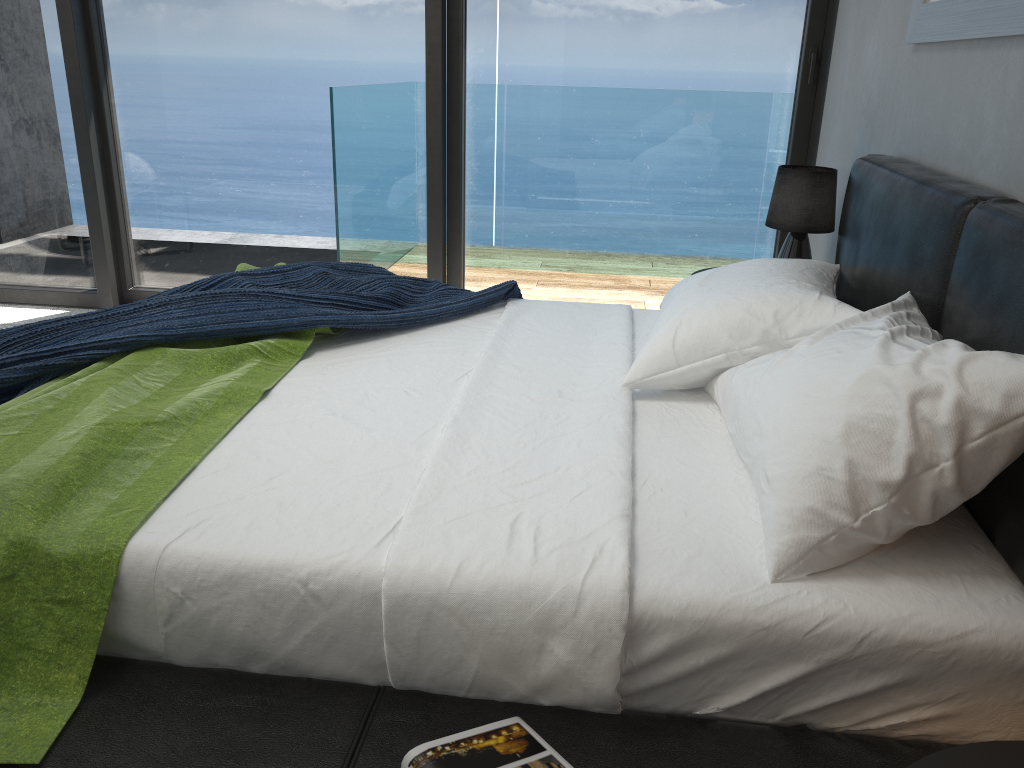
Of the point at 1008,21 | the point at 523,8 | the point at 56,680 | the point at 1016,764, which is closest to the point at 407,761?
the point at 56,680

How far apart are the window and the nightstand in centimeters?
308cm

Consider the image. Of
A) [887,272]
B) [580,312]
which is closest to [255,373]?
[580,312]

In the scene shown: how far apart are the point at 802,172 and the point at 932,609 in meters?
2.0

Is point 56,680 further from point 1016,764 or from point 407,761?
point 1016,764

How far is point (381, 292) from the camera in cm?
243

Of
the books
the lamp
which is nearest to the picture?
the lamp

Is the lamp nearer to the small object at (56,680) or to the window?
the window

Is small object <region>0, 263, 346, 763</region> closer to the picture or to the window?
the picture

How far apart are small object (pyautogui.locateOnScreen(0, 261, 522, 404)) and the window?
1.29m
